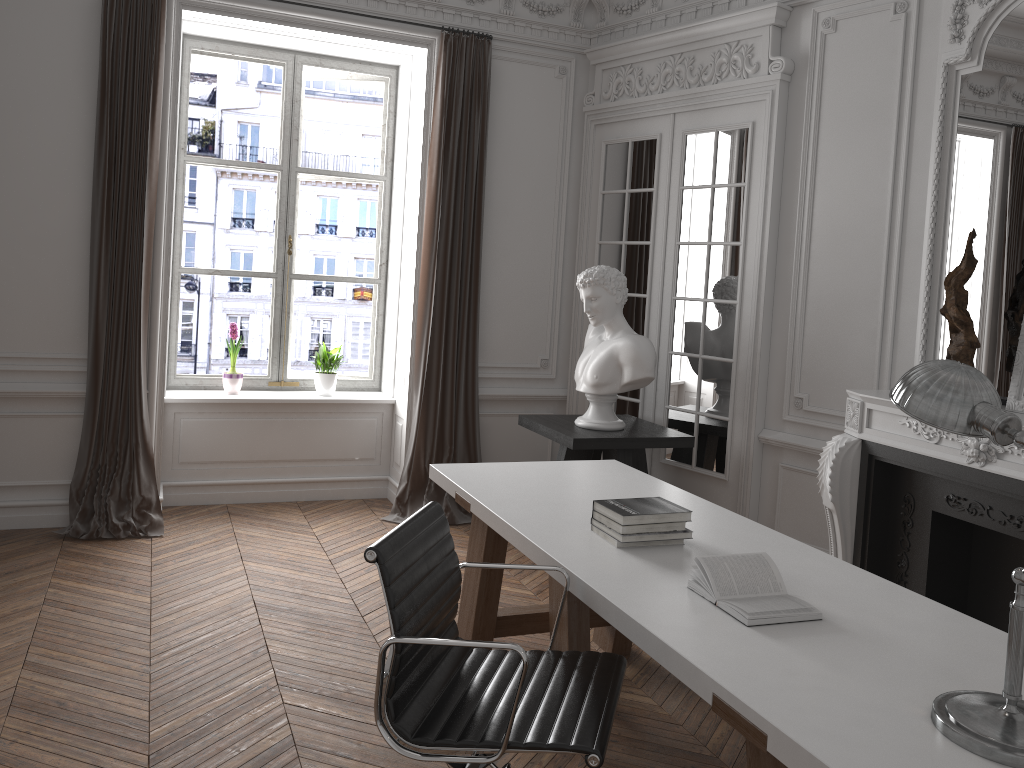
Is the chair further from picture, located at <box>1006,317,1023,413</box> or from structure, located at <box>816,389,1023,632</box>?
picture, located at <box>1006,317,1023,413</box>

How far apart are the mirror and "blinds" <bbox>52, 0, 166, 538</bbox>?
4.10m

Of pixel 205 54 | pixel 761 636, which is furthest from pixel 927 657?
pixel 205 54

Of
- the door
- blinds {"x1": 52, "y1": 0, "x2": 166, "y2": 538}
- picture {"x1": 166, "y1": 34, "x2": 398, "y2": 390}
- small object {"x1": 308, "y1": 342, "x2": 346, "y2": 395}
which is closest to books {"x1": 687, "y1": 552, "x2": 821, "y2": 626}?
the door

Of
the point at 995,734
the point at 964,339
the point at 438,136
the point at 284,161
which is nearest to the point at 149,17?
the point at 284,161

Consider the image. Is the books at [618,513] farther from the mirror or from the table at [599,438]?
the mirror

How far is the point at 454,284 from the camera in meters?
5.7 m

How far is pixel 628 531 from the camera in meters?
2.8

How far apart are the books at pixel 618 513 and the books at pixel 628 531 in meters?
0.0

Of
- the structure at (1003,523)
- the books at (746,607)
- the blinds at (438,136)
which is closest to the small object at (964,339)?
the structure at (1003,523)
